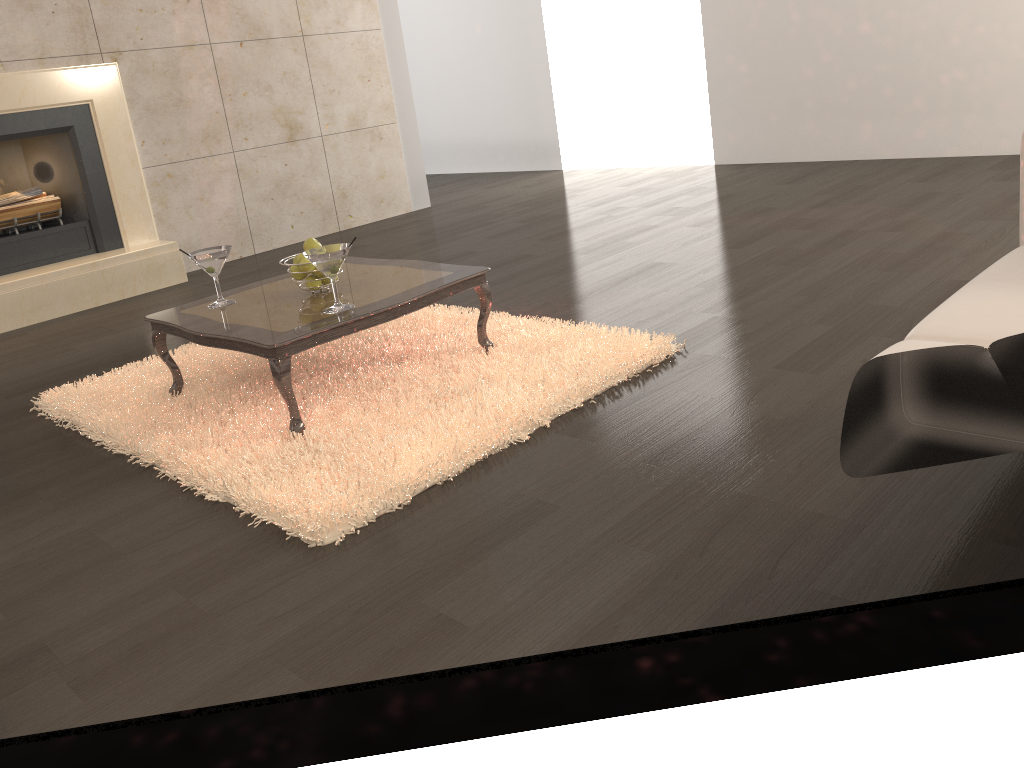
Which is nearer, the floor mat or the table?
Answer: the floor mat

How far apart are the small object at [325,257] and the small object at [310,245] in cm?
24

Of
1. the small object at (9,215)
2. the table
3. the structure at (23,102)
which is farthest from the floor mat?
the small object at (9,215)

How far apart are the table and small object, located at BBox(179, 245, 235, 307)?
0.0m

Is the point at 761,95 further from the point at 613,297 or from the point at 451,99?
the point at 613,297

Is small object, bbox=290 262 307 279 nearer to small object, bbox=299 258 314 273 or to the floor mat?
small object, bbox=299 258 314 273

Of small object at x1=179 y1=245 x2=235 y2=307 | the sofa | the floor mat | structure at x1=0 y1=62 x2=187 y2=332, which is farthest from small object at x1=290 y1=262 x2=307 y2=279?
structure at x1=0 y1=62 x2=187 y2=332

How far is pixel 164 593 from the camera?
1.90m

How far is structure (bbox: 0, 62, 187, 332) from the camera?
4.8m

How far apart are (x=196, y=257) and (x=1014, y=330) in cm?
239
